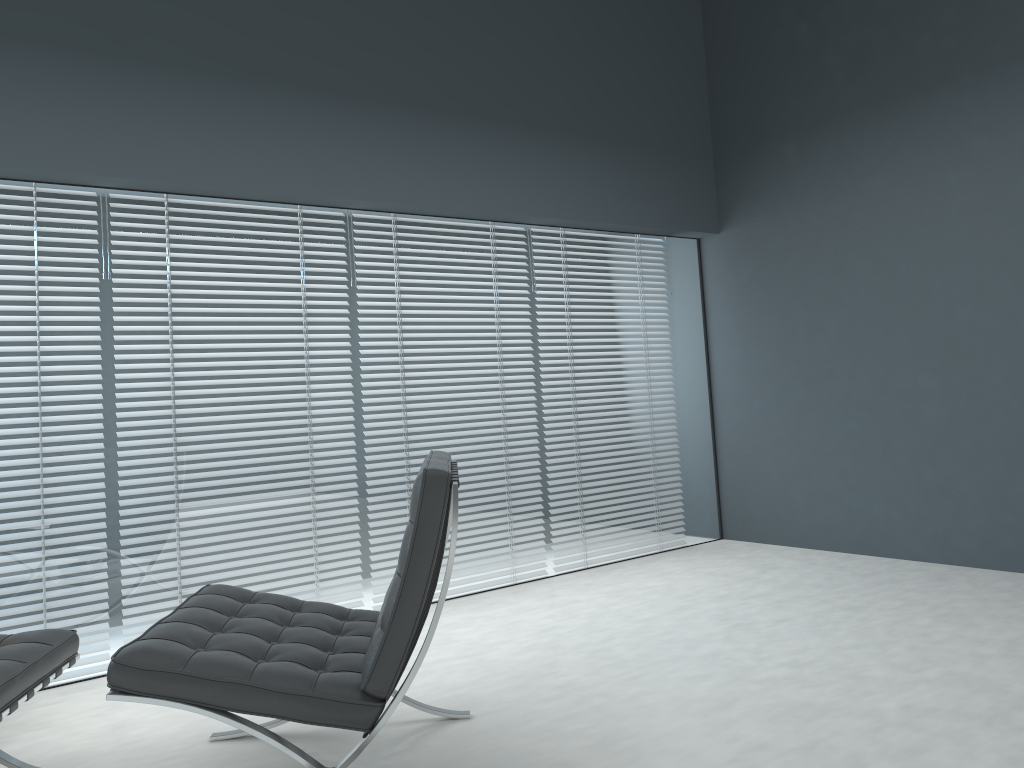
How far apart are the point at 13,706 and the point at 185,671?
0.4 meters

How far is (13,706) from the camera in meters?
1.9

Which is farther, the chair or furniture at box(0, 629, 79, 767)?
furniture at box(0, 629, 79, 767)

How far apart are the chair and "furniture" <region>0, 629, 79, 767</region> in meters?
0.3

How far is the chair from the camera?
1.8m

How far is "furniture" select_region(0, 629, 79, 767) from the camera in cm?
187

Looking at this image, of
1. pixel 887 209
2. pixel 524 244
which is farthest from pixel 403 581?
pixel 887 209

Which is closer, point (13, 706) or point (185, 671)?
point (185, 671)

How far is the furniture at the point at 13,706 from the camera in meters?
1.9 m

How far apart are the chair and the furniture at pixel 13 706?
0.26m
